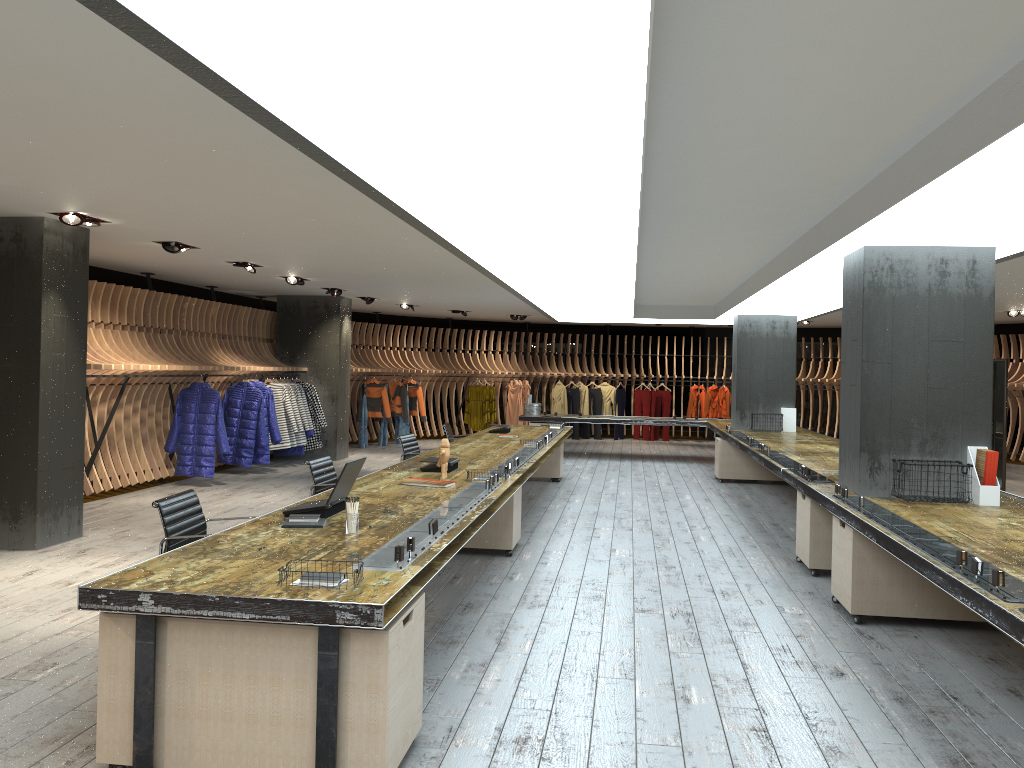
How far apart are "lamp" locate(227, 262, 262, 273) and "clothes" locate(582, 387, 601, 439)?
11.6m

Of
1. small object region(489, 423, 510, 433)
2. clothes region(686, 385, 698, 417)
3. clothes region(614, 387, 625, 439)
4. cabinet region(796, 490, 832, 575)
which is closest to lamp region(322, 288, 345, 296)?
small object region(489, 423, 510, 433)

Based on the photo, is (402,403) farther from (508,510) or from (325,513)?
(325,513)

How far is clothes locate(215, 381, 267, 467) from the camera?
12.8m

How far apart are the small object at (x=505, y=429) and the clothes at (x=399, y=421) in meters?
7.1

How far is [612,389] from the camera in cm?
2097

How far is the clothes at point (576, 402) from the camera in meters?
20.8 m

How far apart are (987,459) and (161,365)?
8.6m

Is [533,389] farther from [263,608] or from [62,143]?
[263,608]

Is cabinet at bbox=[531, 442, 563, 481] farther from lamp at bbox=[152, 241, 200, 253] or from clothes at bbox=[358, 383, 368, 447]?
lamp at bbox=[152, 241, 200, 253]
